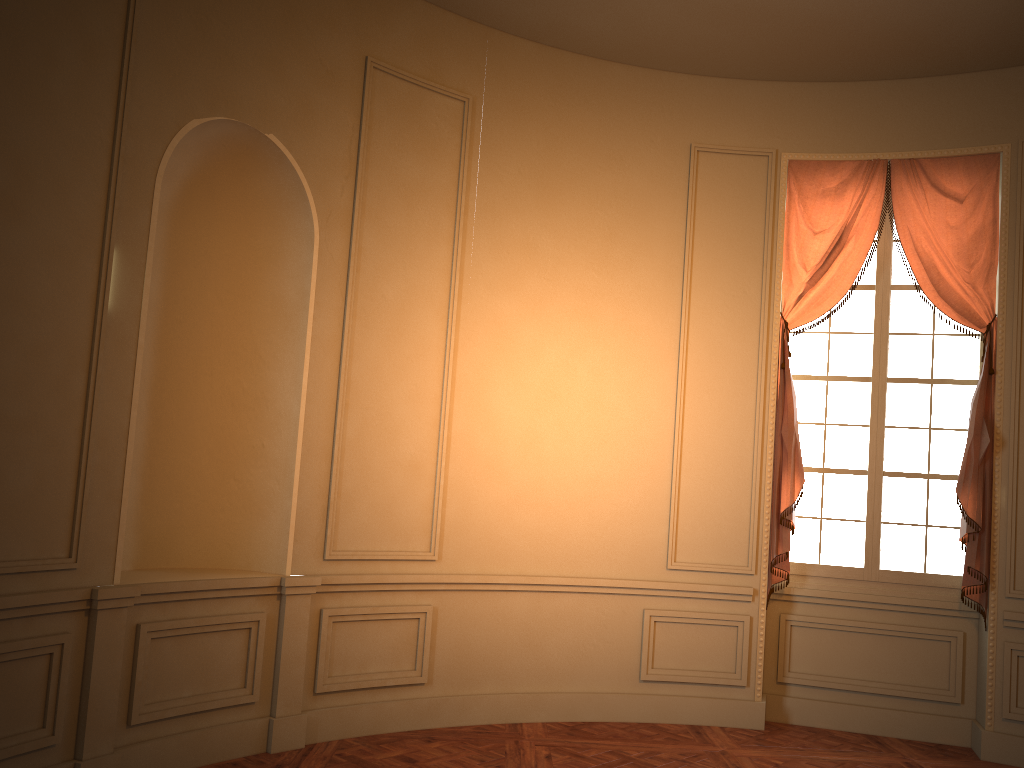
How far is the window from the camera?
5.7 meters

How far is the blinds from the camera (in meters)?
5.40

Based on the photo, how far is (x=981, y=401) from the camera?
5.40m

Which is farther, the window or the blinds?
the window

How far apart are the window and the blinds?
0.1m

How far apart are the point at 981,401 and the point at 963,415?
0.34m

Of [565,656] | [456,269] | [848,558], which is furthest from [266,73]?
[848,558]

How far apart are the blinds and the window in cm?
12
